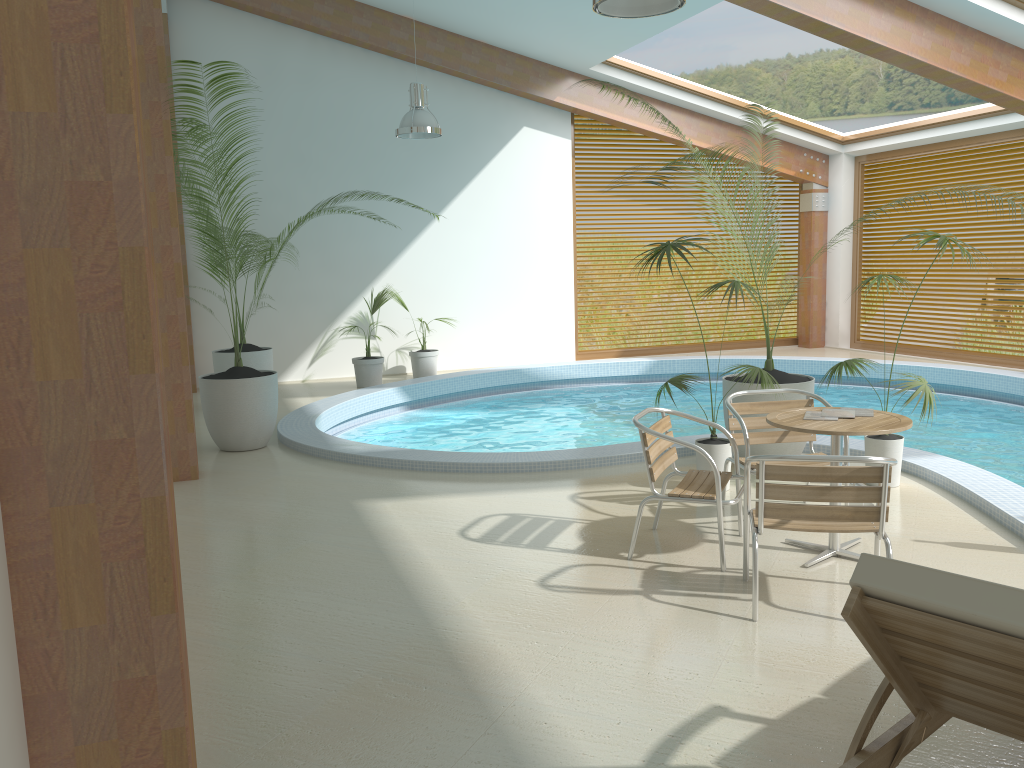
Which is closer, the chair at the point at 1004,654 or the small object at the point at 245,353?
the chair at the point at 1004,654

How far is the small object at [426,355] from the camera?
11.9m

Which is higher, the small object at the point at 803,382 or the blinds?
the blinds

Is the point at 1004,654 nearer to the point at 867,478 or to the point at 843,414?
the point at 867,478

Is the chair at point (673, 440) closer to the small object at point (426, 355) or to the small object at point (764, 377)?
the small object at point (764, 377)

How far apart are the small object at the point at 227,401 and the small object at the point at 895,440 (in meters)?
4.54

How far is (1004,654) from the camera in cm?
185

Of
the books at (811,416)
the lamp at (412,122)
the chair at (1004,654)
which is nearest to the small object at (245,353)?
the lamp at (412,122)

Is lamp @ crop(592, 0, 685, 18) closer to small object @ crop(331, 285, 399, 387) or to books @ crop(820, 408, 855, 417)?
books @ crop(820, 408, 855, 417)

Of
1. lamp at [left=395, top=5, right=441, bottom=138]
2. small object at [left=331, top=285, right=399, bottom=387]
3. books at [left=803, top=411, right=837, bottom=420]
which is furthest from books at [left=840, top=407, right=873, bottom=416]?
small object at [left=331, top=285, right=399, bottom=387]
